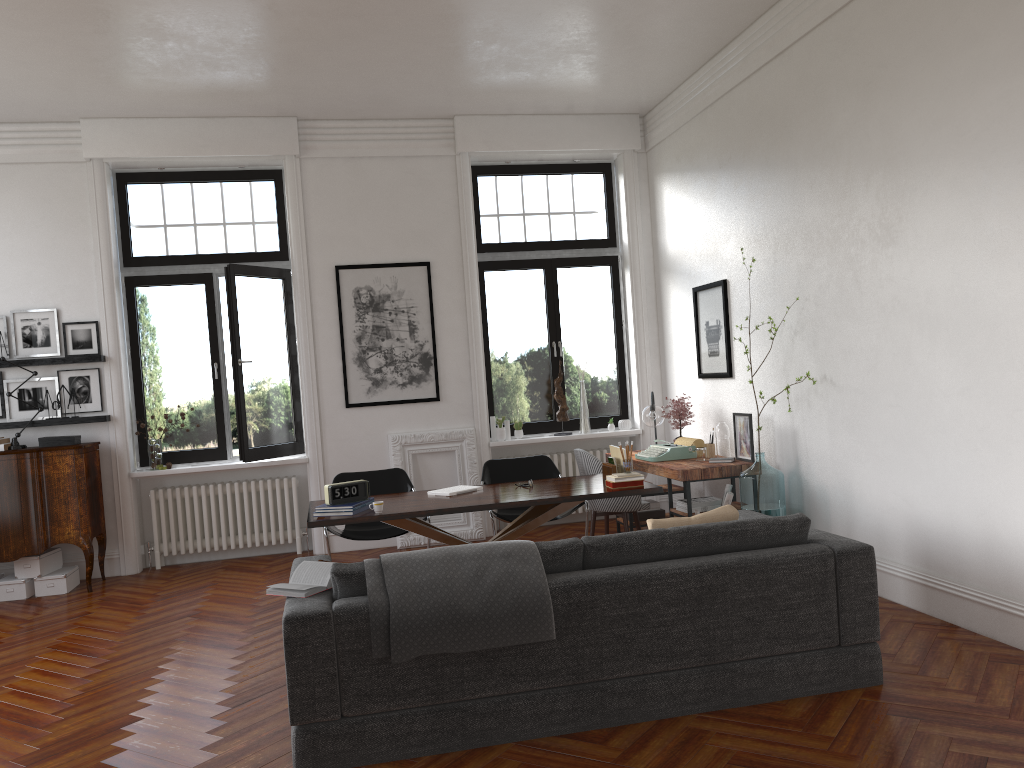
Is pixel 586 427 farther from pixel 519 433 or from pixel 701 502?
pixel 701 502

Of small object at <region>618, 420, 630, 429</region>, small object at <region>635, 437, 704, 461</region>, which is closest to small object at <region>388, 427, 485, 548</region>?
small object at <region>618, 420, 630, 429</region>

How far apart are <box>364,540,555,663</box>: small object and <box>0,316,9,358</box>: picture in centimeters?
553cm

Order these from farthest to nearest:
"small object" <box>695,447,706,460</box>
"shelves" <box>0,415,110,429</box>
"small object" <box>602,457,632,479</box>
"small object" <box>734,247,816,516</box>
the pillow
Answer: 1. "shelves" <box>0,415,110,429</box>
2. "small object" <box>695,447,706,460</box>
3. "small object" <box>734,247,816,516</box>
4. "small object" <box>602,457,632,479</box>
5. the pillow

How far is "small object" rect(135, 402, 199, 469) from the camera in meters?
8.0

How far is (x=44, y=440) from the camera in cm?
739

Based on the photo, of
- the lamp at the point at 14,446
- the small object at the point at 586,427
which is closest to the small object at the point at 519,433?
the small object at the point at 586,427

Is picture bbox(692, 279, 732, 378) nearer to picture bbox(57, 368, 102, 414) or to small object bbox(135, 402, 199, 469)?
small object bbox(135, 402, 199, 469)

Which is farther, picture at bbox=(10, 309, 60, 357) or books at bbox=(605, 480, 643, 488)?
picture at bbox=(10, 309, 60, 357)

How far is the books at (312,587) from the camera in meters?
3.8
